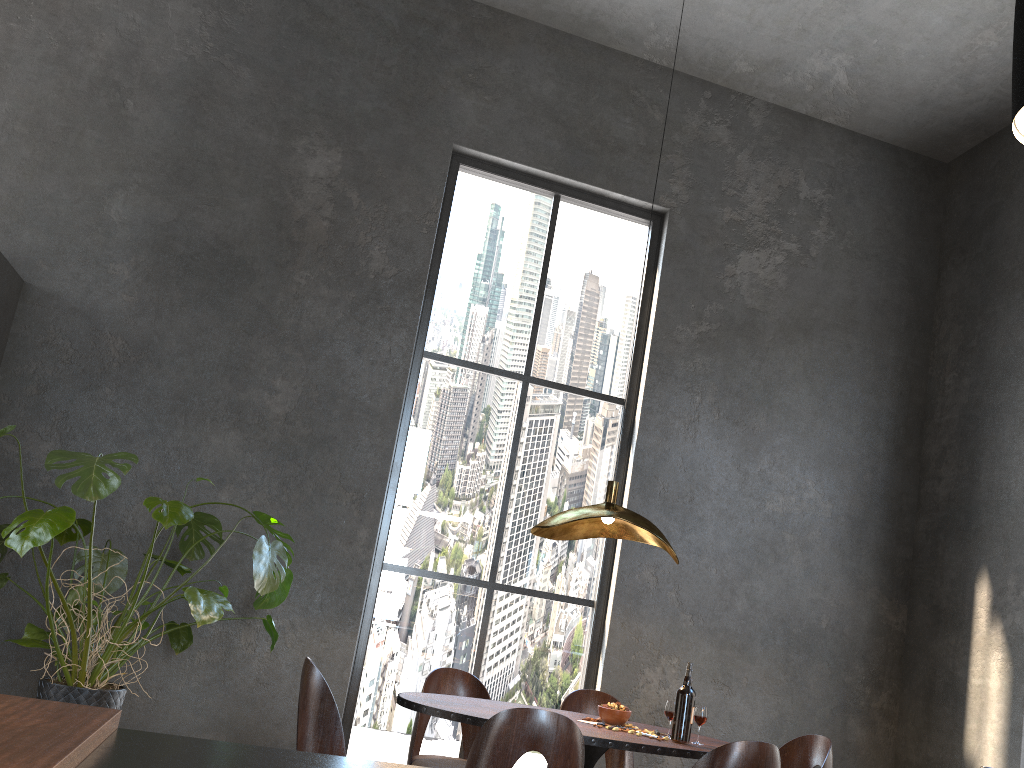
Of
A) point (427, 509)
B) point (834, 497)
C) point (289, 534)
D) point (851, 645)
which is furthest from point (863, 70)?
point (289, 534)

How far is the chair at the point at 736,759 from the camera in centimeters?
279cm

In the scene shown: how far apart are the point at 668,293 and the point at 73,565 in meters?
3.8

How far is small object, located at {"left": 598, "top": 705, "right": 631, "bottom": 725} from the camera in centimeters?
343cm

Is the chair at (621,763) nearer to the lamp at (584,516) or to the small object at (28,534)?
the lamp at (584,516)

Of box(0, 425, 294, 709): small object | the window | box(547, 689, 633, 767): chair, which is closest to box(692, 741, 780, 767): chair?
box(547, 689, 633, 767): chair

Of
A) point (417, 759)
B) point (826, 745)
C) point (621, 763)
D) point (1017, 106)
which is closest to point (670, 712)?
point (826, 745)

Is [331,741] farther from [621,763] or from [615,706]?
[621,763]

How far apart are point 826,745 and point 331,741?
2.04m

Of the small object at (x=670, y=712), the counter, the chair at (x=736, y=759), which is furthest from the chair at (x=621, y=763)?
the counter
